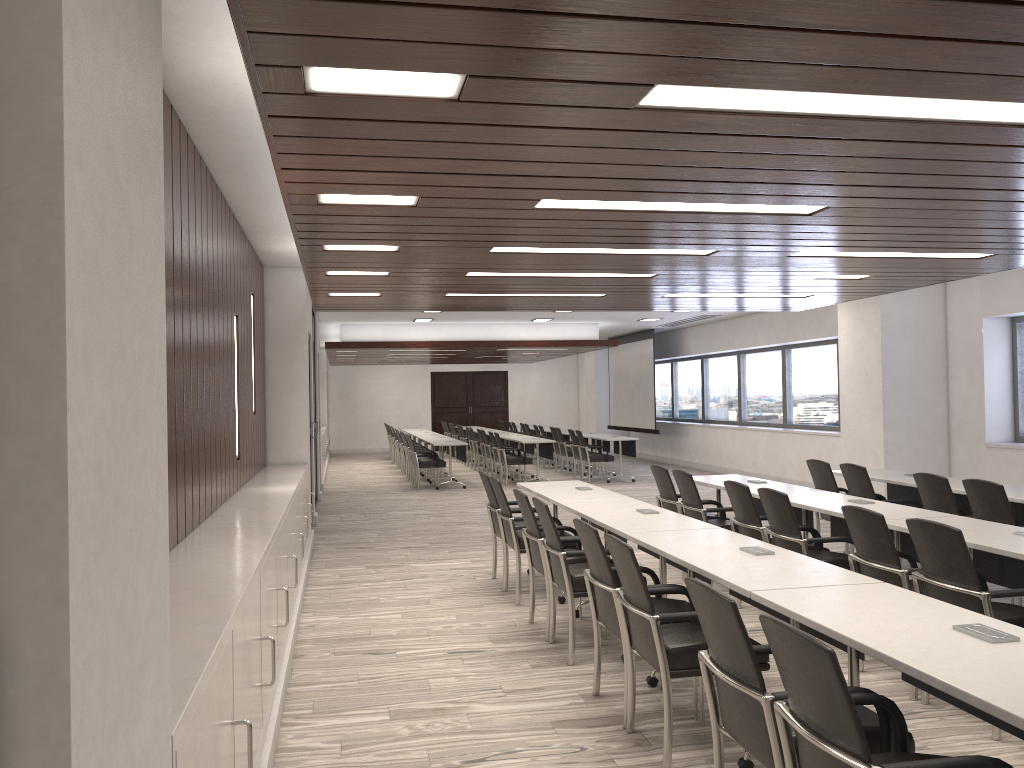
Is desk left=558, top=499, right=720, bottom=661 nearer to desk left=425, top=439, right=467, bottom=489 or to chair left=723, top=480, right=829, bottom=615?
chair left=723, top=480, right=829, bottom=615

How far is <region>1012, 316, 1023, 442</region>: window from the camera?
10.0 meters

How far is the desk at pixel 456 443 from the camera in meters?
14.9 m

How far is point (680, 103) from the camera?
2.8 meters

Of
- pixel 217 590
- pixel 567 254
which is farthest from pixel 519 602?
pixel 217 590

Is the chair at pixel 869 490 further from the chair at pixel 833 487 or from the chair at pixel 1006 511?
the chair at pixel 1006 511

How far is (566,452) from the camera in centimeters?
1707cm

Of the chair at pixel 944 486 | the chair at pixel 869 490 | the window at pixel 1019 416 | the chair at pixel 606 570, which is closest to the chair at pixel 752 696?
the chair at pixel 606 570

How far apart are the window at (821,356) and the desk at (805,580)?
9.6m

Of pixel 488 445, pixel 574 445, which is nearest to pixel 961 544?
pixel 574 445
